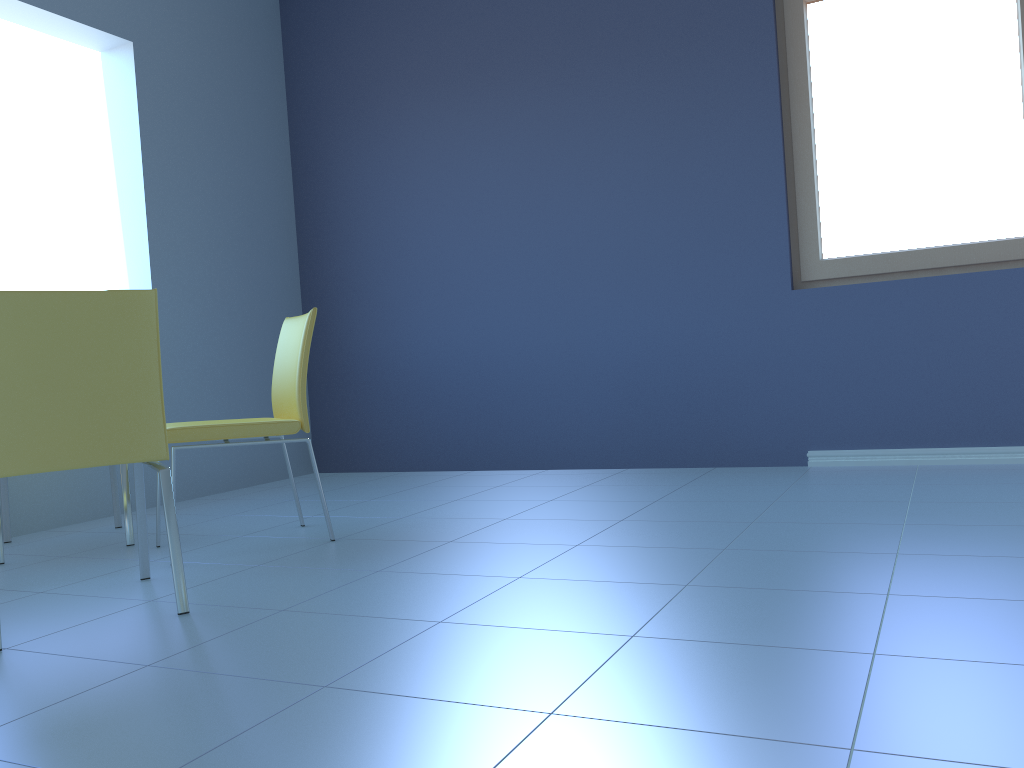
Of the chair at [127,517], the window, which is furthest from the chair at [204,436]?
the window

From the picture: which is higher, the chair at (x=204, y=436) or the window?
the window

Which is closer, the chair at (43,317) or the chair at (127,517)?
the chair at (43,317)

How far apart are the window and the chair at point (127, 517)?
2.6m

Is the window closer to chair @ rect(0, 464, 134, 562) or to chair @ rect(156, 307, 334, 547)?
chair @ rect(156, 307, 334, 547)

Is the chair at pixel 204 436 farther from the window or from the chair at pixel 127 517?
the window

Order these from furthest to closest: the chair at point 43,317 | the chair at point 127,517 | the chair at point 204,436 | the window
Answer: the window < the chair at point 127,517 < the chair at point 204,436 < the chair at point 43,317

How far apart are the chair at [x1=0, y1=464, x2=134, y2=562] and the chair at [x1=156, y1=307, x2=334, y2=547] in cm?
35

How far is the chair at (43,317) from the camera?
1.8 meters

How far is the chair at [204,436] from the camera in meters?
2.5
